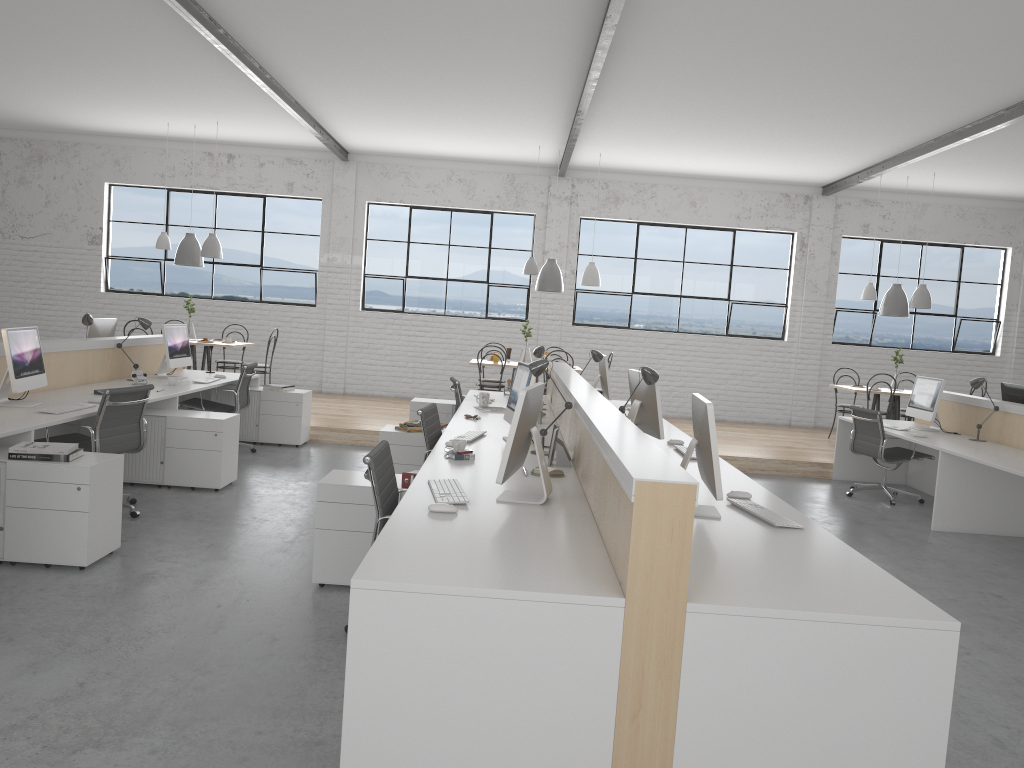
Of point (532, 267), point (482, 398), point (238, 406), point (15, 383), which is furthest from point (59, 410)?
point (532, 267)

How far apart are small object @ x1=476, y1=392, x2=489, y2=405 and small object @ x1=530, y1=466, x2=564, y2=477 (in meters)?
2.37

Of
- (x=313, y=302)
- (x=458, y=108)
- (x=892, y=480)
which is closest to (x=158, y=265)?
(x=313, y=302)

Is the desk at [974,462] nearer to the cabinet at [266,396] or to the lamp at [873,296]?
the lamp at [873,296]

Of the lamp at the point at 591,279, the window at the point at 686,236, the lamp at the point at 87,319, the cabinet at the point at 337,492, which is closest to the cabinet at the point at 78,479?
the cabinet at the point at 337,492

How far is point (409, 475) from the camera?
3.3m

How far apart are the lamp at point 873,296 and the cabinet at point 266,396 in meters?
5.1

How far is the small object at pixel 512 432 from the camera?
2.6m

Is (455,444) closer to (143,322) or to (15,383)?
(15,383)

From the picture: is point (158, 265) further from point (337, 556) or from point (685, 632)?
point (685, 632)
